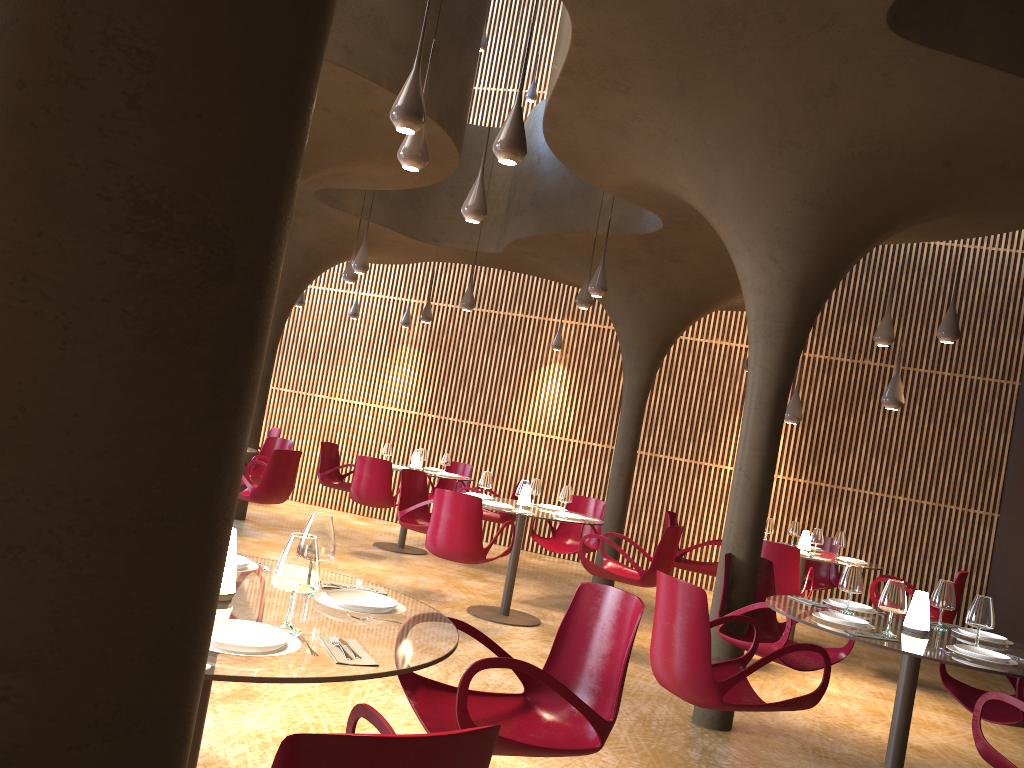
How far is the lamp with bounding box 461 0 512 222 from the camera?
6.4m

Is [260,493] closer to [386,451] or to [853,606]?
[386,451]

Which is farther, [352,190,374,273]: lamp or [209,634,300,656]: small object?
[352,190,374,273]: lamp

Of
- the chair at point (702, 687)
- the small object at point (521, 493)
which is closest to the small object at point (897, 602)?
the chair at point (702, 687)

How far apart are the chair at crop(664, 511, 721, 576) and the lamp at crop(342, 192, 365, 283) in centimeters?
471cm

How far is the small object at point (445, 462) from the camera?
12.3 meters

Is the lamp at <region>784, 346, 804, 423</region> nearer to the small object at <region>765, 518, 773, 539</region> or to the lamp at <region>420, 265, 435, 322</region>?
the small object at <region>765, 518, 773, 539</region>

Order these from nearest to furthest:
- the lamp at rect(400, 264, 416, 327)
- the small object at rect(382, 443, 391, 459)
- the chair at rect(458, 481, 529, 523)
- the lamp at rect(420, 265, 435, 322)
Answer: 1. the chair at rect(458, 481, 529, 523)
2. the small object at rect(382, 443, 391, 459)
3. the lamp at rect(420, 265, 435, 322)
4. the lamp at rect(400, 264, 416, 327)

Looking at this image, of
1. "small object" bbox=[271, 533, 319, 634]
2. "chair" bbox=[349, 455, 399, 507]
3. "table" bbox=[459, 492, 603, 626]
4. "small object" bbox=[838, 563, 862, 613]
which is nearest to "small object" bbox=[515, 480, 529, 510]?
"table" bbox=[459, 492, 603, 626]

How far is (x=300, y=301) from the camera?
14.7 meters
